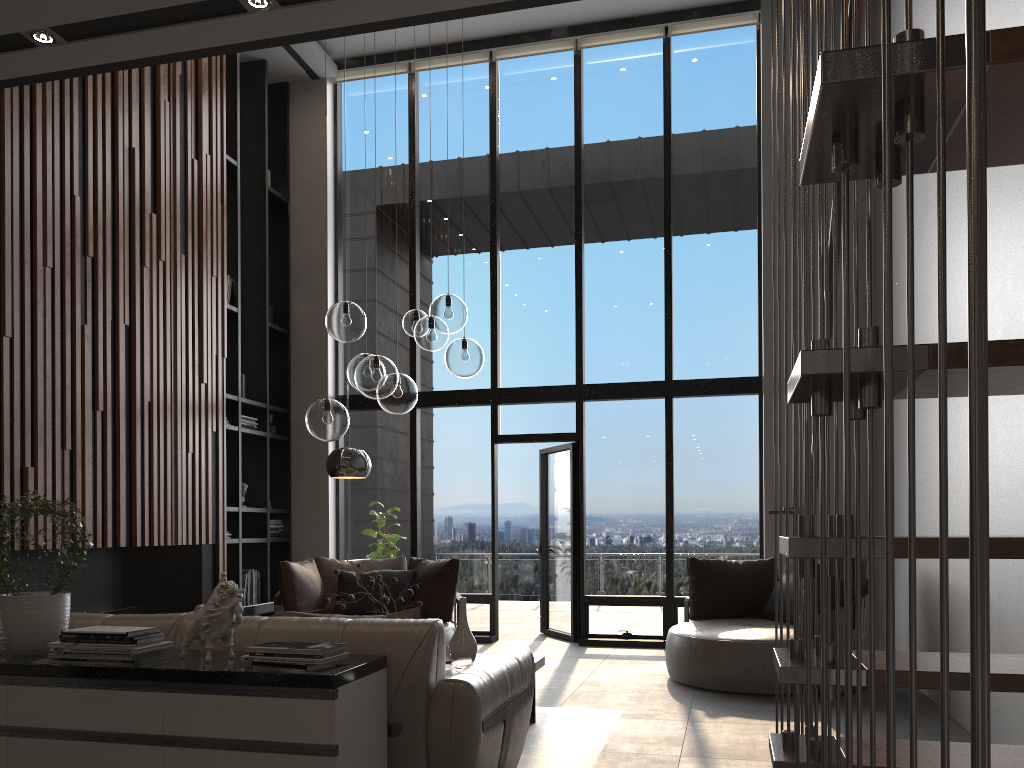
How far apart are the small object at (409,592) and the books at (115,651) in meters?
2.0

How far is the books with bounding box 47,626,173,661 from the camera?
2.7 meters

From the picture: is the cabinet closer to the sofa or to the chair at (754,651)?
the sofa

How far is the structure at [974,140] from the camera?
0.4 meters

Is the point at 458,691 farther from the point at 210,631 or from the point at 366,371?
the point at 366,371

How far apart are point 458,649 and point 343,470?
2.0 meters

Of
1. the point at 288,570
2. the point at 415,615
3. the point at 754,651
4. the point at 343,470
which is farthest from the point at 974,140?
the point at 288,570

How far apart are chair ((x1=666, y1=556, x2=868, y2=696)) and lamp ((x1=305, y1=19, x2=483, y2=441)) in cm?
237

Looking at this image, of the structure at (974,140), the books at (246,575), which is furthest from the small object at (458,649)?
the books at (246,575)

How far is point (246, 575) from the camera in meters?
8.2 m
